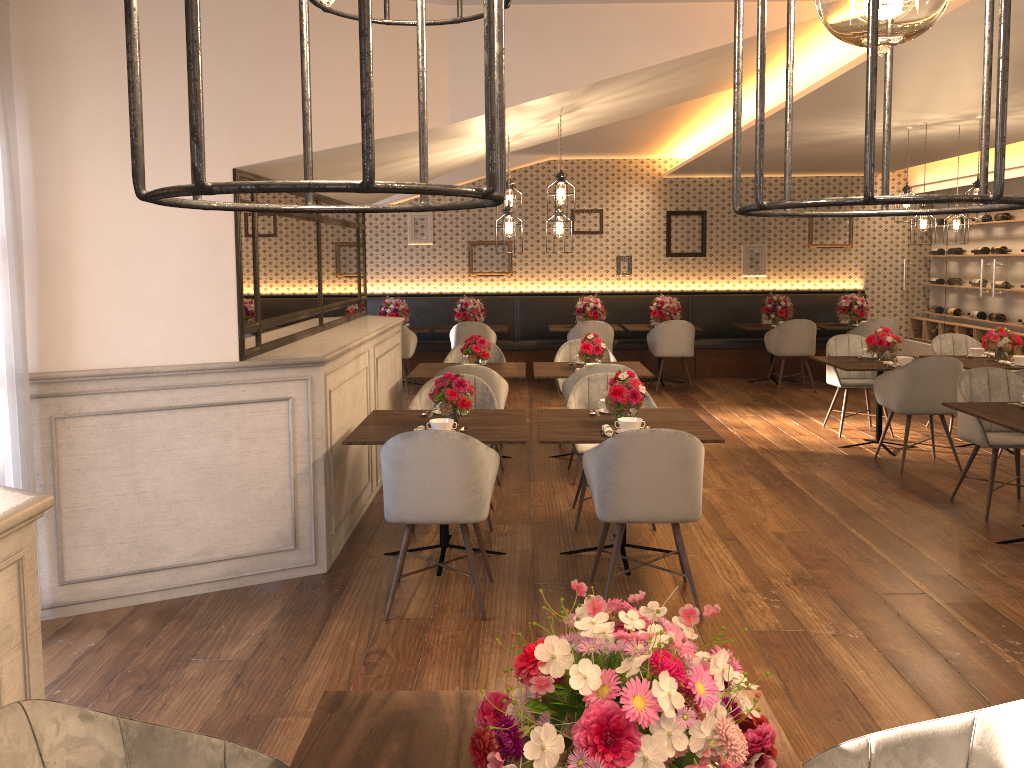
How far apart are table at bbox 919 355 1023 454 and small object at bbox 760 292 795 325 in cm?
337

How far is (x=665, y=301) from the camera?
10.85m

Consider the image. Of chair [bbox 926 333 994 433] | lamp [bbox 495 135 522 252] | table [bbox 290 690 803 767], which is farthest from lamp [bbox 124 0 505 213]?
chair [bbox 926 333 994 433]

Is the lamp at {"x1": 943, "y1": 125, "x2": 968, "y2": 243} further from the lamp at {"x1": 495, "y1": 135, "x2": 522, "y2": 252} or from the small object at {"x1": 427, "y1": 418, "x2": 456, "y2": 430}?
the small object at {"x1": 427, "y1": 418, "x2": 456, "y2": 430}

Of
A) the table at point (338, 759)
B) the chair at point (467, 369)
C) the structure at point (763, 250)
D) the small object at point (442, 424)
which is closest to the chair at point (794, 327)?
the structure at point (763, 250)

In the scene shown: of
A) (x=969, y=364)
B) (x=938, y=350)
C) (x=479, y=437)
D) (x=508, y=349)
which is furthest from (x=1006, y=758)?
(x=508, y=349)

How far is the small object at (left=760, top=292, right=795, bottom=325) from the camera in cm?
1081

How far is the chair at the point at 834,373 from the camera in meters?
7.8

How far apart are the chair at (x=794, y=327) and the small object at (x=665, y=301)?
A: 1.1 meters

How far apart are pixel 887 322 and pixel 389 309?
5.9 meters
